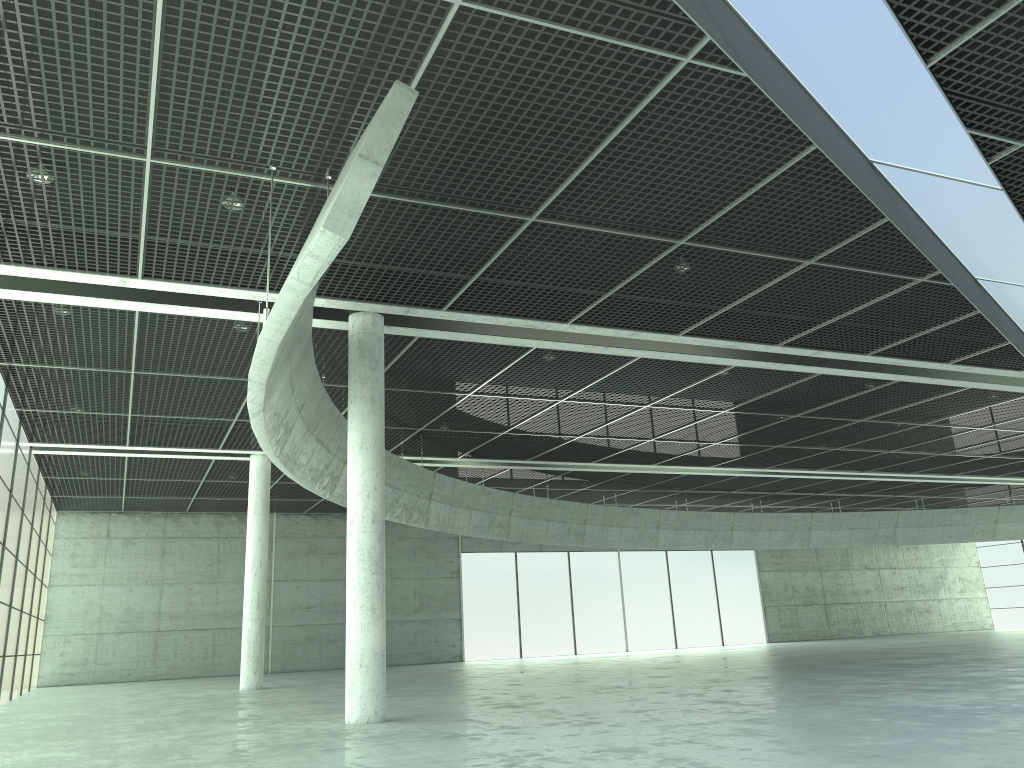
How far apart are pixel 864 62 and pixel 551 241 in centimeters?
1122cm
